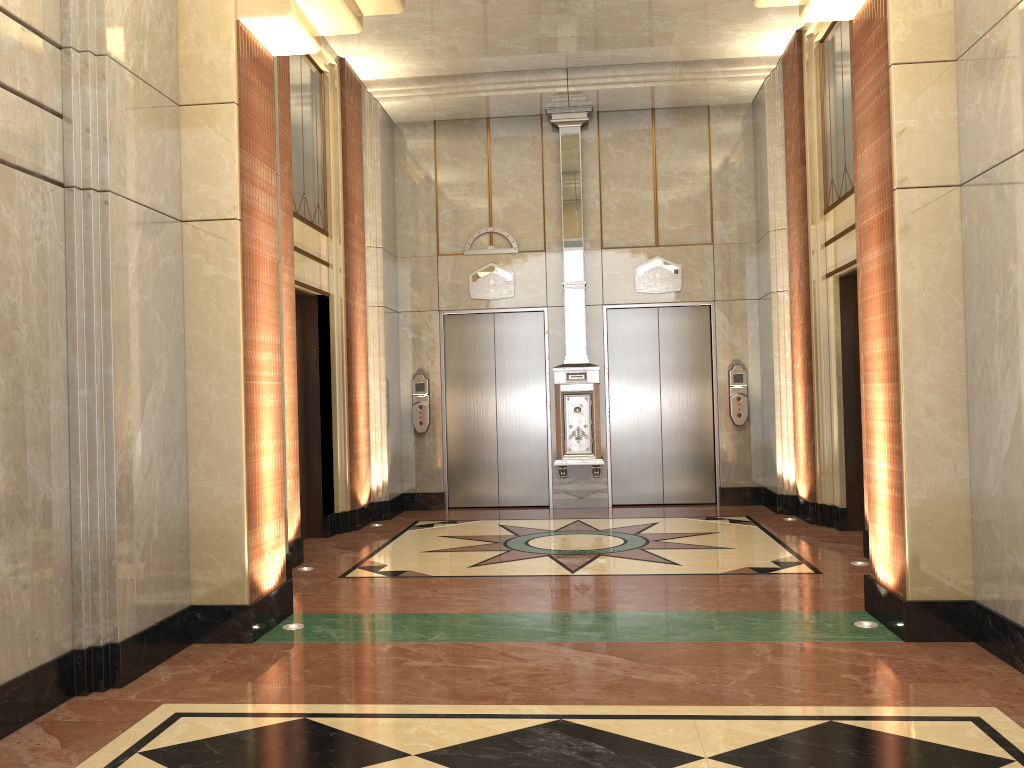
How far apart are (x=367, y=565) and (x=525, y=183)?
4.9 meters

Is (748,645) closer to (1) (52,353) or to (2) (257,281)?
(2) (257,281)

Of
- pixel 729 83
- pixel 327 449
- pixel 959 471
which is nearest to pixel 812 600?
pixel 959 471
